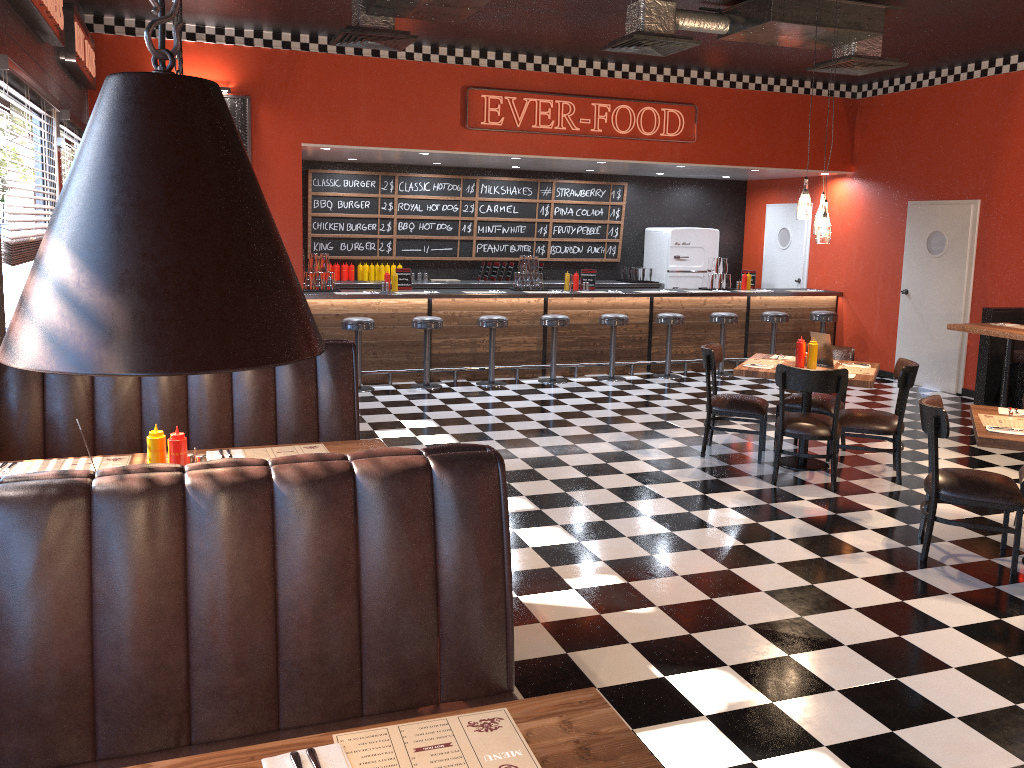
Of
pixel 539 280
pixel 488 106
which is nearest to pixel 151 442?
pixel 488 106

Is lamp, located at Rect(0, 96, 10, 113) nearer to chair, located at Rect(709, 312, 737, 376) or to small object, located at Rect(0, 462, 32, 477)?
small object, located at Rect(0, 462, 32, 477)

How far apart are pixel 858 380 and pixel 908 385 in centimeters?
41cm

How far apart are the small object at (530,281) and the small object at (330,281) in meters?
2.3

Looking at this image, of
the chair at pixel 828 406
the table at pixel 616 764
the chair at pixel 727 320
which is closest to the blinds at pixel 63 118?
the chair at pixel 828 406

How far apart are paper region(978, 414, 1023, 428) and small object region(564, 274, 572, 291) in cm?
615

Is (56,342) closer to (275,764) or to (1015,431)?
(275,764)

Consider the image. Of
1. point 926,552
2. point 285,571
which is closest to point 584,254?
point 926,552

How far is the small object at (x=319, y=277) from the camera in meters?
9.8

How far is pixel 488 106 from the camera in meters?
9.6 m
